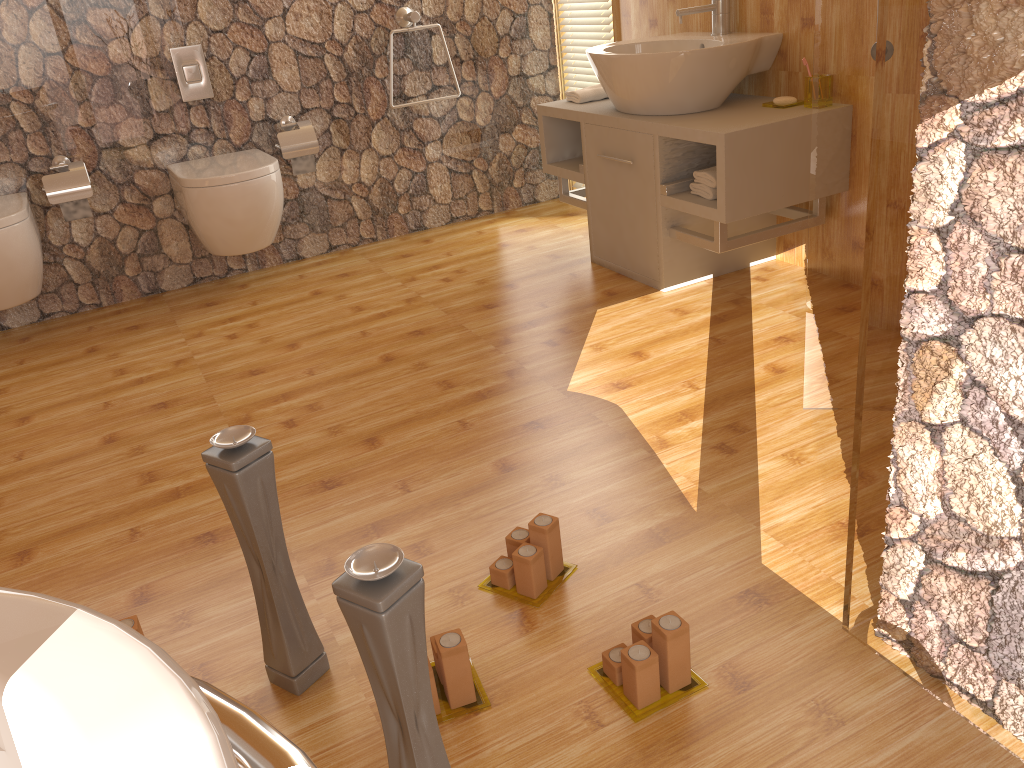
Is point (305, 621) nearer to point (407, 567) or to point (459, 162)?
point (407, 567)

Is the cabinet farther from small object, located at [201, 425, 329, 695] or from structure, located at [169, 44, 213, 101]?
small object, located at [201, 425, 329, 695]

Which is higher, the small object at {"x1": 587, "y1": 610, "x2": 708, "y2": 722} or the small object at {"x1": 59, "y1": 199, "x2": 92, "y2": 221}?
the small object at {"x1": 59, "y1": 199, "x2": 92, "y2": 221}

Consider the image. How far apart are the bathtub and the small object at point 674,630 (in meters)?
0.79

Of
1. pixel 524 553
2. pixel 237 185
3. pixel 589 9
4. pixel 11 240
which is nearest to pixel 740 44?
pixel 589 9

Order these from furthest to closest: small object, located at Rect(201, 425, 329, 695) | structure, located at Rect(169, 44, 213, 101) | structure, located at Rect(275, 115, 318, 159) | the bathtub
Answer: structure, located at Rect(275, 115, 318, 159)
structure, located at Rect(169, 44, 213, 101)
small object, located at Rect(201, 425, 329, 695)
the bathtub

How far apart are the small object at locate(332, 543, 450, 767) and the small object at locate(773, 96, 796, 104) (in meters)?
2.32

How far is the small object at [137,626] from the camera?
1.5m

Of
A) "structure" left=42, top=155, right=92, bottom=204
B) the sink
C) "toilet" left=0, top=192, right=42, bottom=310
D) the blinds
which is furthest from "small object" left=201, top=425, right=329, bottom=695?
the blinds

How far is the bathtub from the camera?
0.51m
